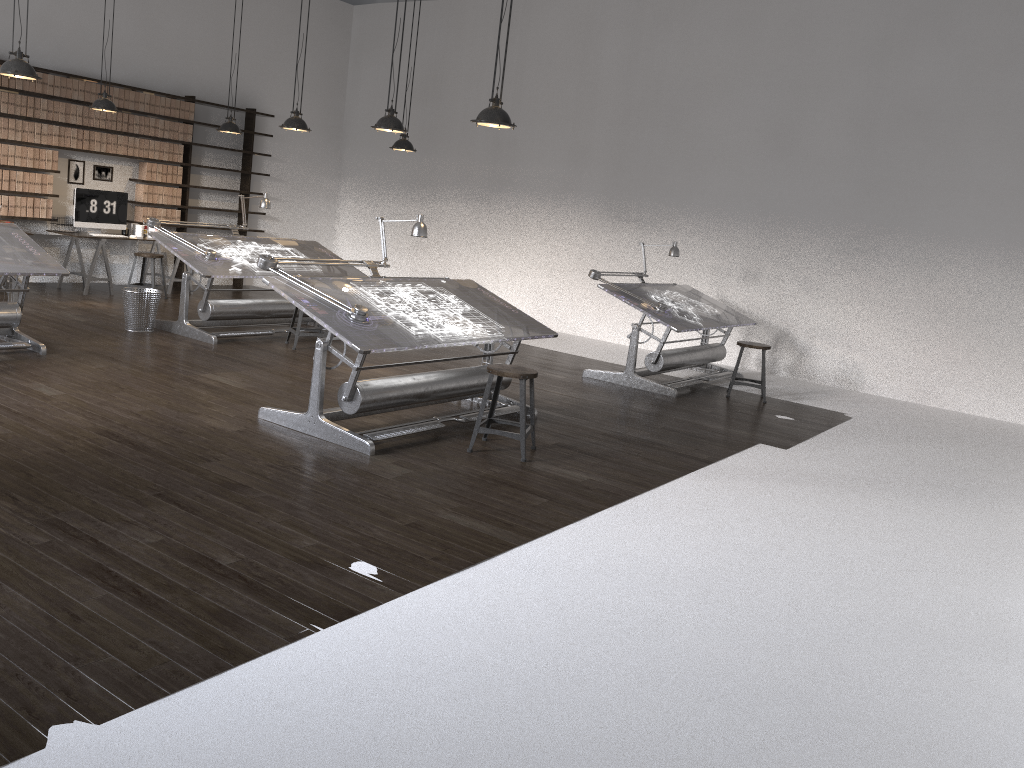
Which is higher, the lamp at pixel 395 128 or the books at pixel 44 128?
the lamp at pixel 395 128

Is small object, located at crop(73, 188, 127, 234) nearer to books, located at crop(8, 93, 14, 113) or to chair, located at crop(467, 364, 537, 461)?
books, located at crop(8, 93, 14, 113)

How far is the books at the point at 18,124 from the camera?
9.56m

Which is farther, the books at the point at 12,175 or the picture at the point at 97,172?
the picture at the point at 97,172

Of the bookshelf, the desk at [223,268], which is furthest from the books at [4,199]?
the desk at [223,268]

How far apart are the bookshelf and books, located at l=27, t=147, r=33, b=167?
1.9m

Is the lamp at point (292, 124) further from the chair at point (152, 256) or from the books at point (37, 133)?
the books at point (37, 133)

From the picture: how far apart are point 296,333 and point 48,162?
4.2 meters

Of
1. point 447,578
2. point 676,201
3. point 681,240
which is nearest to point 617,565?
point 447,578

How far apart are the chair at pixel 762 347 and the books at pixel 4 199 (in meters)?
7.93
